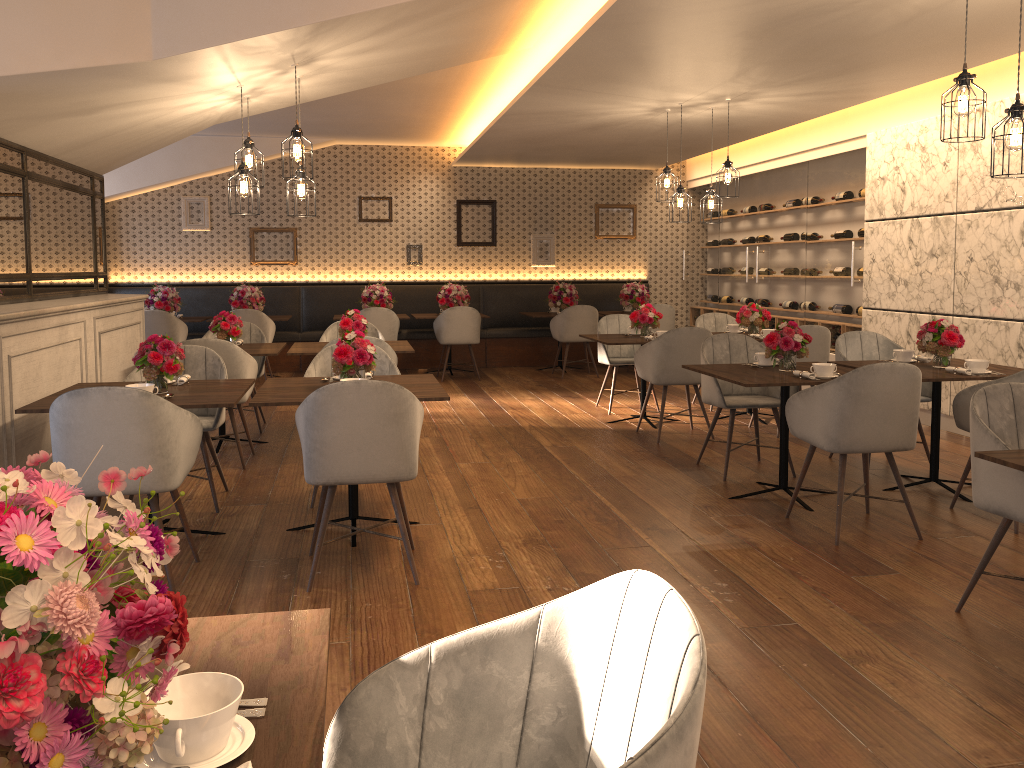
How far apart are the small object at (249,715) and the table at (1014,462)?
2.38m

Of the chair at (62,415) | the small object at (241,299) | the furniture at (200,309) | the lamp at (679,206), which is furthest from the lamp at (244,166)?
the furniture at (200,309)

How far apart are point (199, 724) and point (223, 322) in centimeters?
565cm

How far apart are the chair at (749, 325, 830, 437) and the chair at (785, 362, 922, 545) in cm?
225

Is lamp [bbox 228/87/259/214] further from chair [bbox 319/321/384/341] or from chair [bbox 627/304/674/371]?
chair [bbox 627/304/674/371]

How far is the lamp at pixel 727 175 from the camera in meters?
7.0 m

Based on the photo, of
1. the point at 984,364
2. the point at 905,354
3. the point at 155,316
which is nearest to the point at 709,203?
the point at 905,354

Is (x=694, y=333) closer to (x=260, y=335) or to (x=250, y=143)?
(x=250, y=143)

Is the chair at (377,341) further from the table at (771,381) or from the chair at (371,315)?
the chair at (371,315)

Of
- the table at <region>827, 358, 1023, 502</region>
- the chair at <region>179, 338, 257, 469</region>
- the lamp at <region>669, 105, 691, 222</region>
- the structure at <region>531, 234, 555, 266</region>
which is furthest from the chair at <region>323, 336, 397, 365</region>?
the structure at <region>531, 234, 555, 266</region>
